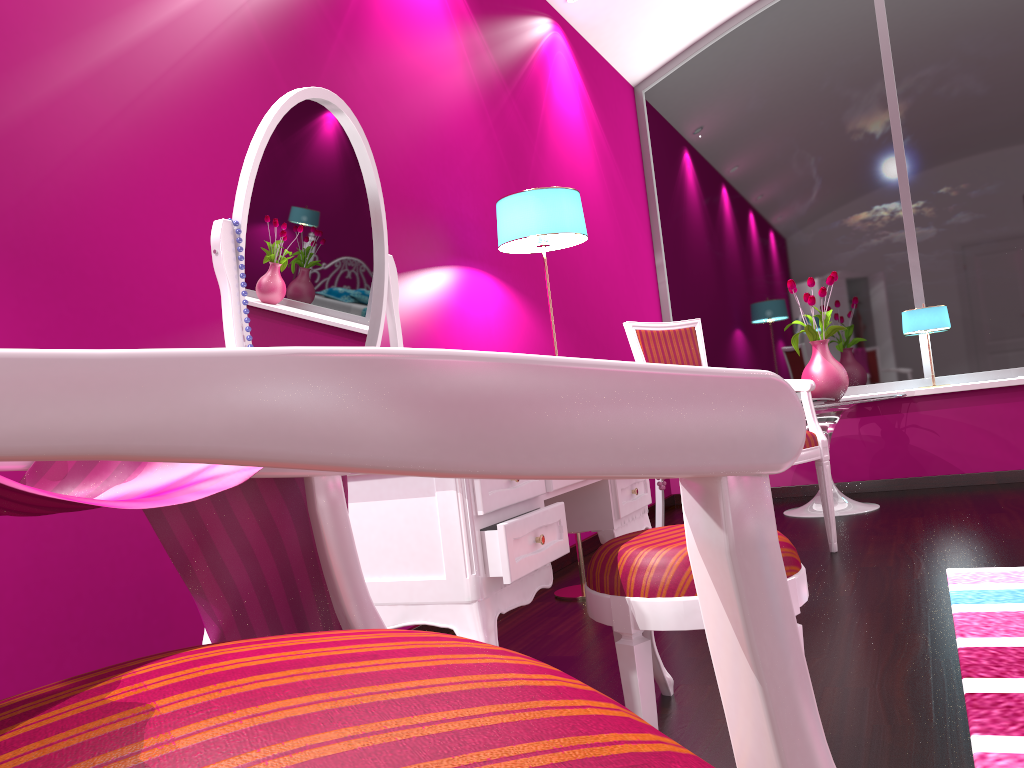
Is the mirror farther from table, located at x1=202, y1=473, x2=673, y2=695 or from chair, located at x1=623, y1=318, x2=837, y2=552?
chair, located at x1=623, y1=318, x2=837, y2=552

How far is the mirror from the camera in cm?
153

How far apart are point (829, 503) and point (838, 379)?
1.1 meters

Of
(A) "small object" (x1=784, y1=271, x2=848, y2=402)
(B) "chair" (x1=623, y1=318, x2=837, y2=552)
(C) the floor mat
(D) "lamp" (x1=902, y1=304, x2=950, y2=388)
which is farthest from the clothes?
(D) "lamp" (x1=902, y1=304, x2=950, y2=388)

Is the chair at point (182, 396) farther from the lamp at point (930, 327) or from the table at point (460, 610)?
the lamp at point (930, 327)

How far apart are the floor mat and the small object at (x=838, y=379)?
1.6m

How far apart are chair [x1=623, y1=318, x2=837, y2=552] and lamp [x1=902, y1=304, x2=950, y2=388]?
1.7m

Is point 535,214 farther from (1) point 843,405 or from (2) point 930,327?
(2) point 930,327

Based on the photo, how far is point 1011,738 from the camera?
1.40m

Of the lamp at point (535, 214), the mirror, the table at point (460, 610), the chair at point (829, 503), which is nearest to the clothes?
the table at point (460, 610)
